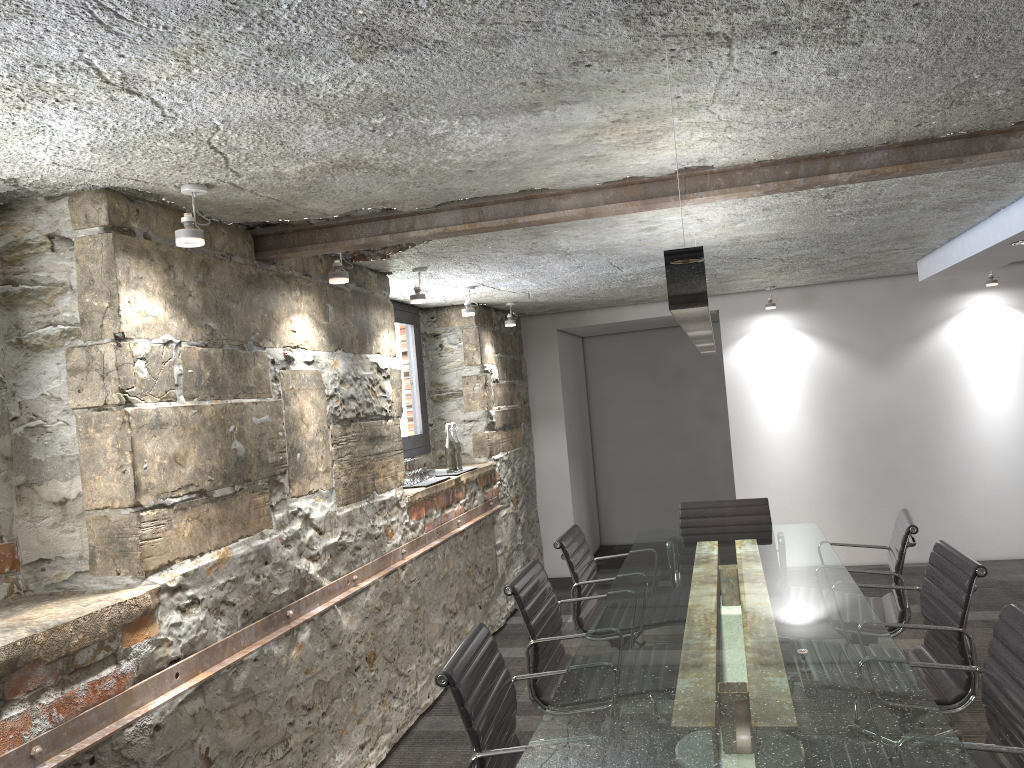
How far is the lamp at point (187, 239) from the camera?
2.39m

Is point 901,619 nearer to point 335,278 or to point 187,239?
point 335,278

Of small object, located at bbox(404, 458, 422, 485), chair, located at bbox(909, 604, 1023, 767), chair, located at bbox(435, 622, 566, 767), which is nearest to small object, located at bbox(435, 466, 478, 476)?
A: small object, located at bbox(404, 458, 422, 485)

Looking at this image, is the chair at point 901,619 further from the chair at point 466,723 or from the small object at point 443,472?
the small object at point 443,472

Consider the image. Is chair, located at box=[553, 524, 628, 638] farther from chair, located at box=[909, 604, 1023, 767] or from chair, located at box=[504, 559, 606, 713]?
chair, located at box=[909, 604, 1023, 767]

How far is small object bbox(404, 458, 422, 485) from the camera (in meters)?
4.63

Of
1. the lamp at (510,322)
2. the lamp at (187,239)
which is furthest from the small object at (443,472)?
the lamp at (187,239)

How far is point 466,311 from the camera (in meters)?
5.06

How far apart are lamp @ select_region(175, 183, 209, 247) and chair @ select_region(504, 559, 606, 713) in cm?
154

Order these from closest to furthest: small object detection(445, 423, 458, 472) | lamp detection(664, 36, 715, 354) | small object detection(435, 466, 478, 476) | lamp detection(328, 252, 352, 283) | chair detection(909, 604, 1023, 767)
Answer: lamp detection(664, 36, 715, 354)
chair detection(909, 604, 1023, 767)
lamp detection(328, 252, 352, 283)
small object detection(445, 423, 458, 472)
small object detection(435, 466, 478, 476)
